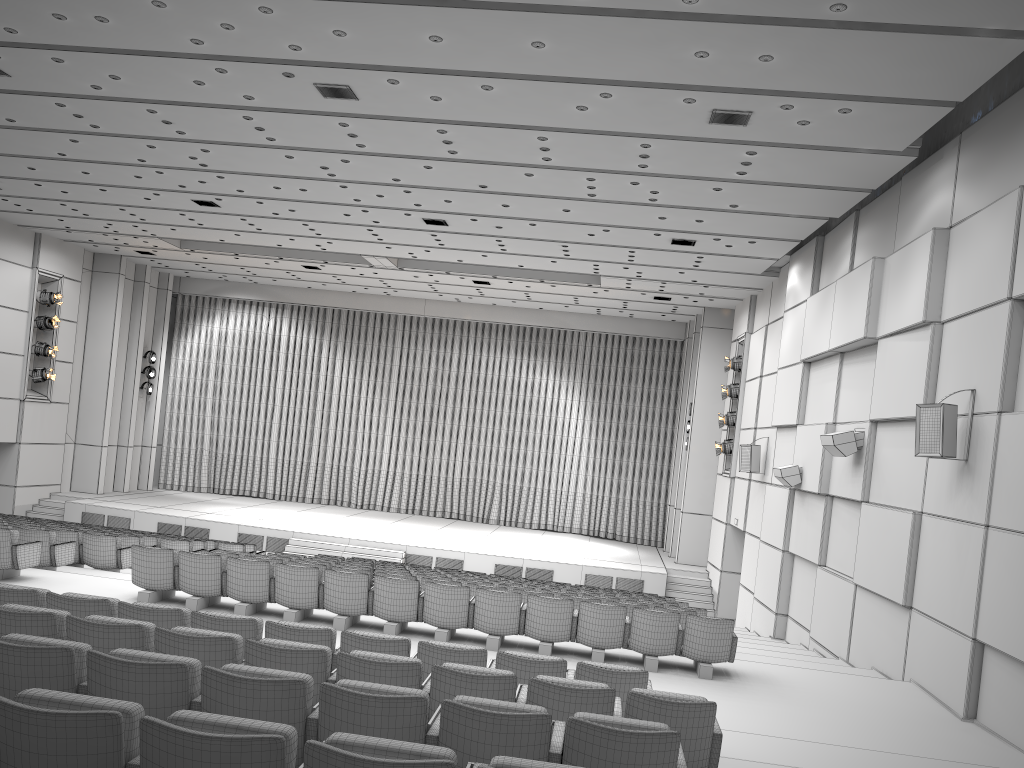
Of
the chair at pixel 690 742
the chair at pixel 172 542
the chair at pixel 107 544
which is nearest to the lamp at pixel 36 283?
the chair at pixel 172 542

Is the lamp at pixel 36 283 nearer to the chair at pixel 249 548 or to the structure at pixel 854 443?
the chair at pixel 249 548

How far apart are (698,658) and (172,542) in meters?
8.9

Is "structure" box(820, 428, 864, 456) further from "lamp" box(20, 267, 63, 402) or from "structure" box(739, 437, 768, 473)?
"lamp" box(20, 267, 63, 402)

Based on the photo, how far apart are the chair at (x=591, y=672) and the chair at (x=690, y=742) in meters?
0.6

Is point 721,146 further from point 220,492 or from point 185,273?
point 220,492

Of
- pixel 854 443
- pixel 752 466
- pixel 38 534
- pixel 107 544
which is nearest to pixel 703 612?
pixel 854 443

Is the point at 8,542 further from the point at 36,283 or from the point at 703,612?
the point at 36,283

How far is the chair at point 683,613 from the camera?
10.0m

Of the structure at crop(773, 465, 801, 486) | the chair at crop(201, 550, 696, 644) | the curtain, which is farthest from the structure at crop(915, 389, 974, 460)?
the curtain
